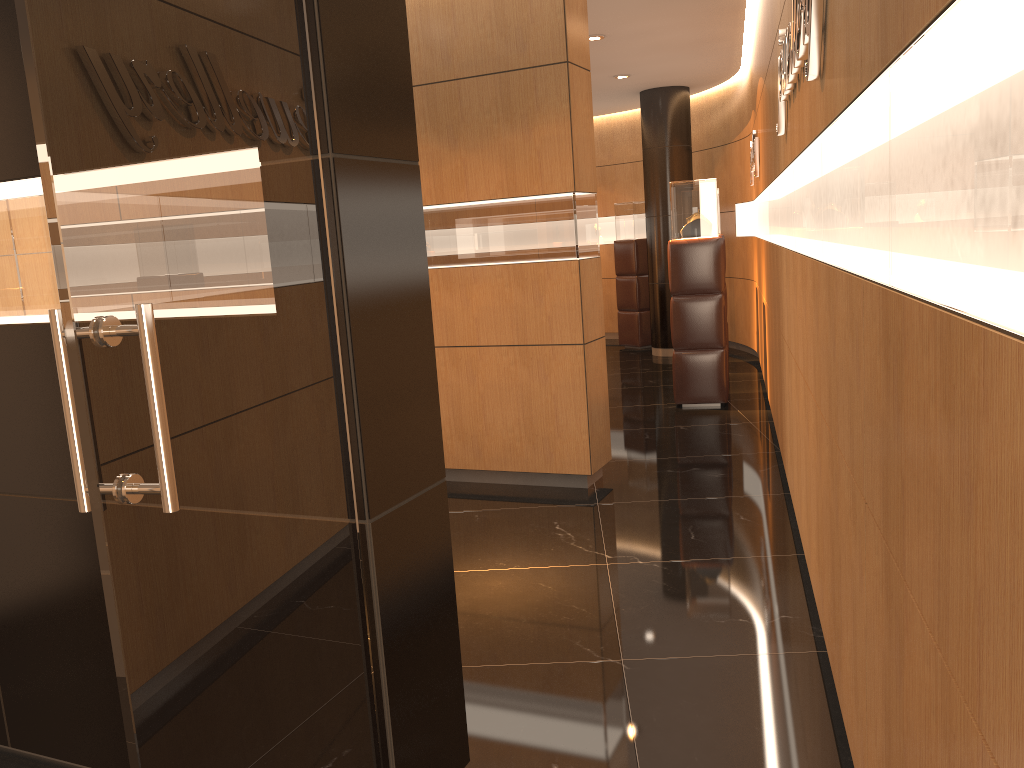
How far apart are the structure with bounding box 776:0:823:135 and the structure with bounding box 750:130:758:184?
3.6 meters

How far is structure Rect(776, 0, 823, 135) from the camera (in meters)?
2.53

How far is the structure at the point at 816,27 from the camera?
2.5m

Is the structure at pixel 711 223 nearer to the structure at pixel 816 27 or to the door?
the structure at pixel 816 27

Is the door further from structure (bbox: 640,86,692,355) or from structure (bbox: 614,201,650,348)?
structure (bbox: 614,201,650,348)

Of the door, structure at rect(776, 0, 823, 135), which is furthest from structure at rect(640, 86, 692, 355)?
the door

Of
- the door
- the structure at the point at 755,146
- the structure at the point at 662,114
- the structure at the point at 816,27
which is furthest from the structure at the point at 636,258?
the door

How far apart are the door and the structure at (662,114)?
9.4 meters

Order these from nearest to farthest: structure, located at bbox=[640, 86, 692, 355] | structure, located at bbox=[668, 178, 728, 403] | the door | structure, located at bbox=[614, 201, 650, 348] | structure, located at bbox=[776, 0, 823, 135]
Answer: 1. the door
2. structure, located at bbox=[776, 0, 823, 135]
3. structure, located at bbox=[668, 178, 728, 403]
4. structure, located at bbox=[640, 86, 692, 355]
5. structure, located at bbox=[614, 201, 650, 348]

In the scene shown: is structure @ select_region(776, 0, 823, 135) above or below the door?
above
